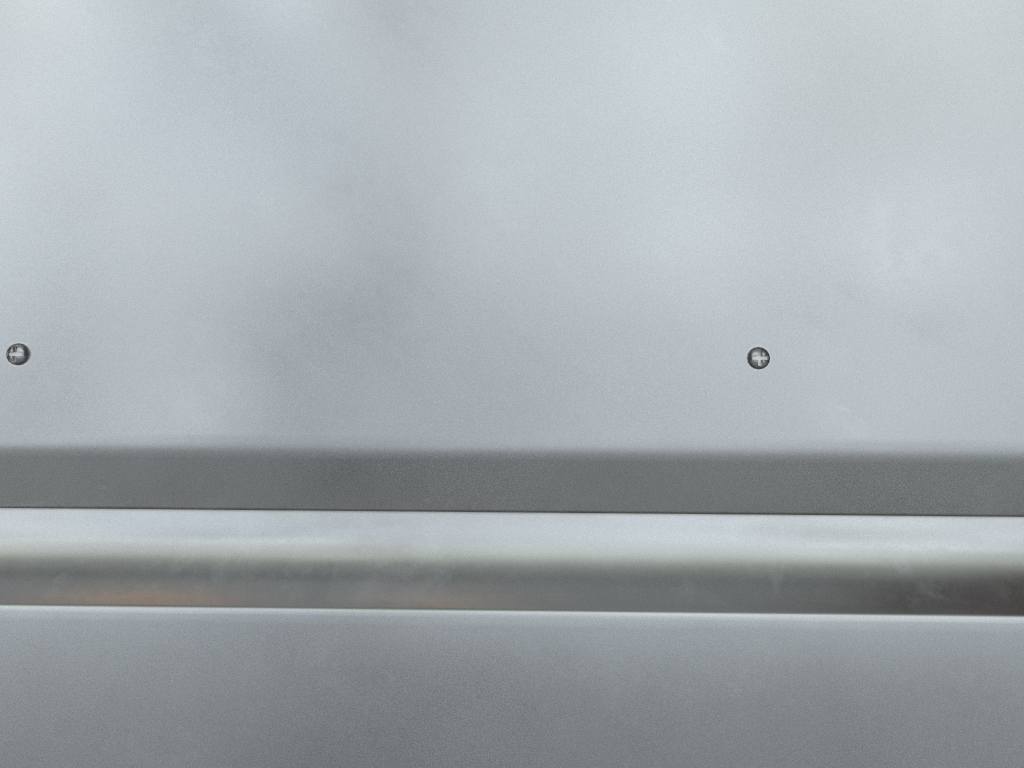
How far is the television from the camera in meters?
0.3

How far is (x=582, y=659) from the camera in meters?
0.3

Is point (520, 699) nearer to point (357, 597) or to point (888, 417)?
point (357, 597)

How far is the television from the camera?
0.3 meters
